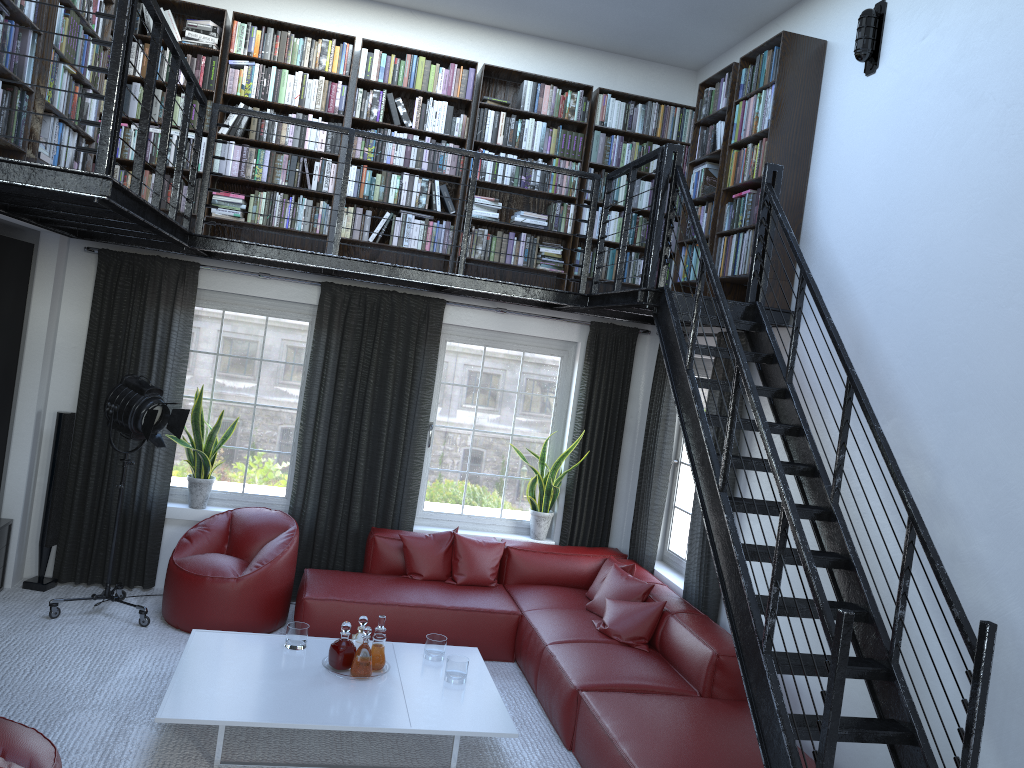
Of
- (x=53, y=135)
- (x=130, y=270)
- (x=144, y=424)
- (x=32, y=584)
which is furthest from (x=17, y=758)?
(x=130, y=270)

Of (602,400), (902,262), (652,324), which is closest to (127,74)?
(902,262)

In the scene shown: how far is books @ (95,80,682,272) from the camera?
6.03m

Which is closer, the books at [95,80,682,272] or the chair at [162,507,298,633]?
the chair at [162,507,298,633]

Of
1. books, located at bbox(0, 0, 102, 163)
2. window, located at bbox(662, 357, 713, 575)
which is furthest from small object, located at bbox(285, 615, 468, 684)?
books, located at bbox(0, 0, 102, 163)

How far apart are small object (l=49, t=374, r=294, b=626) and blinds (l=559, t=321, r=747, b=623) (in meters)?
2.93

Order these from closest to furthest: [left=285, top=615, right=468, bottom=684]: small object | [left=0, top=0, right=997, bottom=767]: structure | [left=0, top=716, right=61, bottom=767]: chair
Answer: [left=0, top=716, right=61, bottom=767]: chair, [left=0, top=0, right=997, bottom=767]: structure, [left=285, top=615, right=468, bottom=684]: small object

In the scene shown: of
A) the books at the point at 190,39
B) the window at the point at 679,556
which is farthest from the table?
the books at the point at 190,39

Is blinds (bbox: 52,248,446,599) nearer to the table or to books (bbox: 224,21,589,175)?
books (bbox: 224,21,589,175)

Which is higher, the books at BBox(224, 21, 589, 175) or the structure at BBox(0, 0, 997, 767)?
the books at BBox(224, 21, 589, 175)
